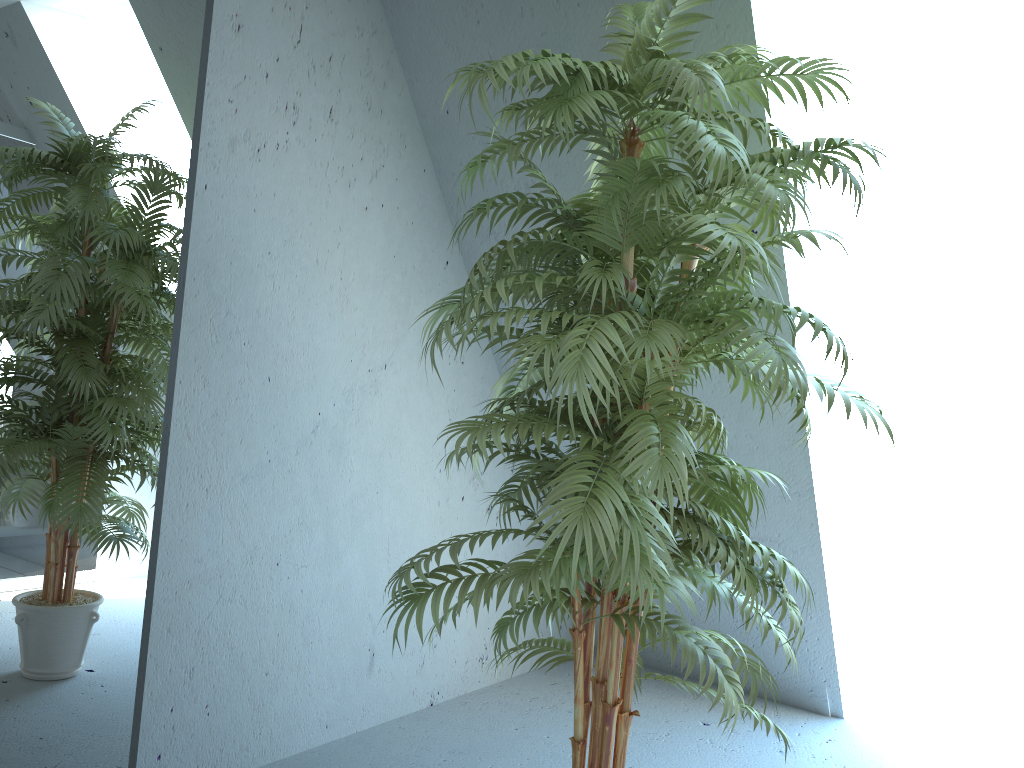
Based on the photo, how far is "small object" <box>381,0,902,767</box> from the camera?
1.5 meters

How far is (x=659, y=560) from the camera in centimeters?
147cm

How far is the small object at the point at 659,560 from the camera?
1.47m
